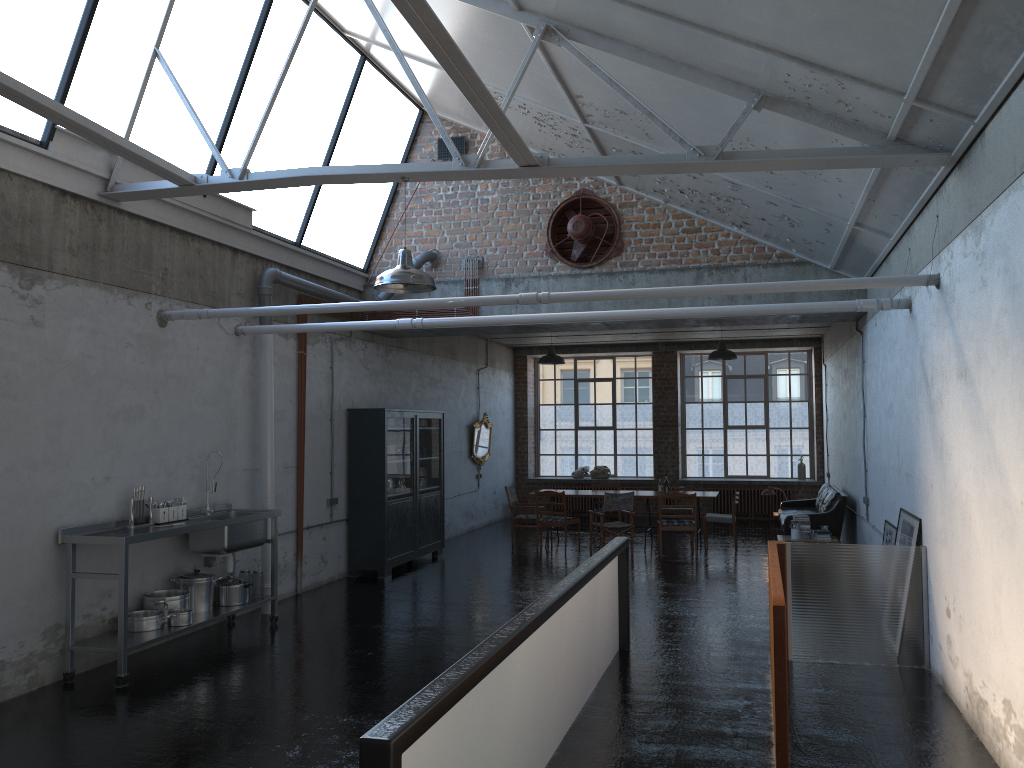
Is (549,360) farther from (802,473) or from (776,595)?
(776,595)

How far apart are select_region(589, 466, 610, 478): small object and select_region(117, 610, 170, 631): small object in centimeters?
1333cm

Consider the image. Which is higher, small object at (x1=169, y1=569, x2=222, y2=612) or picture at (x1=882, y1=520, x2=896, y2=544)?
picture at (x1=882, y1=520, x2=896, y2=544)

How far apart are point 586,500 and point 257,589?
11.7 meters

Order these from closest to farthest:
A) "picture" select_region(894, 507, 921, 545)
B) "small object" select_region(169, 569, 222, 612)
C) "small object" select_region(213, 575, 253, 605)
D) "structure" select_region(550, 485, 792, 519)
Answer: "picture" select_region(894, 507, 921, 545)
"small object" select_region(169, 569, 222, 612)
"small object" select_region(213, 575, 253, 605)
"structure" select_region(550, 485, 792, 519)

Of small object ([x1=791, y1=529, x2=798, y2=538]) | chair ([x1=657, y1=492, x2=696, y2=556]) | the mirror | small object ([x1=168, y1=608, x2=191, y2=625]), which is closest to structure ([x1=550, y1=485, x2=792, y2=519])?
the mirror

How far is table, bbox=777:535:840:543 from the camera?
12.1 meters

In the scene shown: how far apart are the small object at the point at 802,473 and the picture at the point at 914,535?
11.04m

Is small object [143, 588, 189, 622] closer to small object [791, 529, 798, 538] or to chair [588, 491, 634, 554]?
chair [588, 491, 634, 554]

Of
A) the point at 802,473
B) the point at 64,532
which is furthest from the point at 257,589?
the point at 802,473
